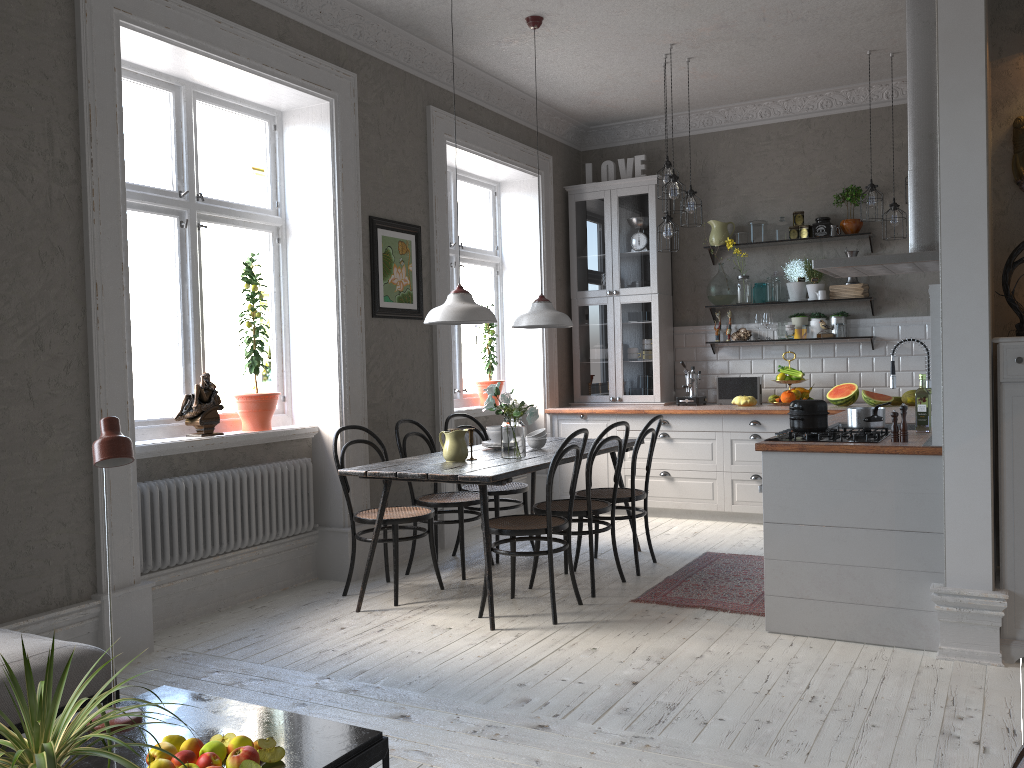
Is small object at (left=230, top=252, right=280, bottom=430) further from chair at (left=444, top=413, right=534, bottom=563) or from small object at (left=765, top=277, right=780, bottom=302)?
small object at (left=765, top=277, right=780, bottom=302)

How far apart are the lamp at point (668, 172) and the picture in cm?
169

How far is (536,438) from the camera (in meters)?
5.20

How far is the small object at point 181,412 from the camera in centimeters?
456cm

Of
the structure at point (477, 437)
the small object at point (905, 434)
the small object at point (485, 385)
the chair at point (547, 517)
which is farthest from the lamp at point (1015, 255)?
the small object at point (485, 385)

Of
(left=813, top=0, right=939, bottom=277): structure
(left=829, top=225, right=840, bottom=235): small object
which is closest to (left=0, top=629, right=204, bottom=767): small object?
(left=813, top=0, right=939, bottom=277): structure

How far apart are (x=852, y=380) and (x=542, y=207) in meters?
2.8

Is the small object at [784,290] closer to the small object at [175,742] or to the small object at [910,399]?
the small object at [910,399]

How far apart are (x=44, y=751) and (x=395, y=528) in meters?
2.9 m

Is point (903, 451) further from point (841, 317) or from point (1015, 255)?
point (841, 317)
